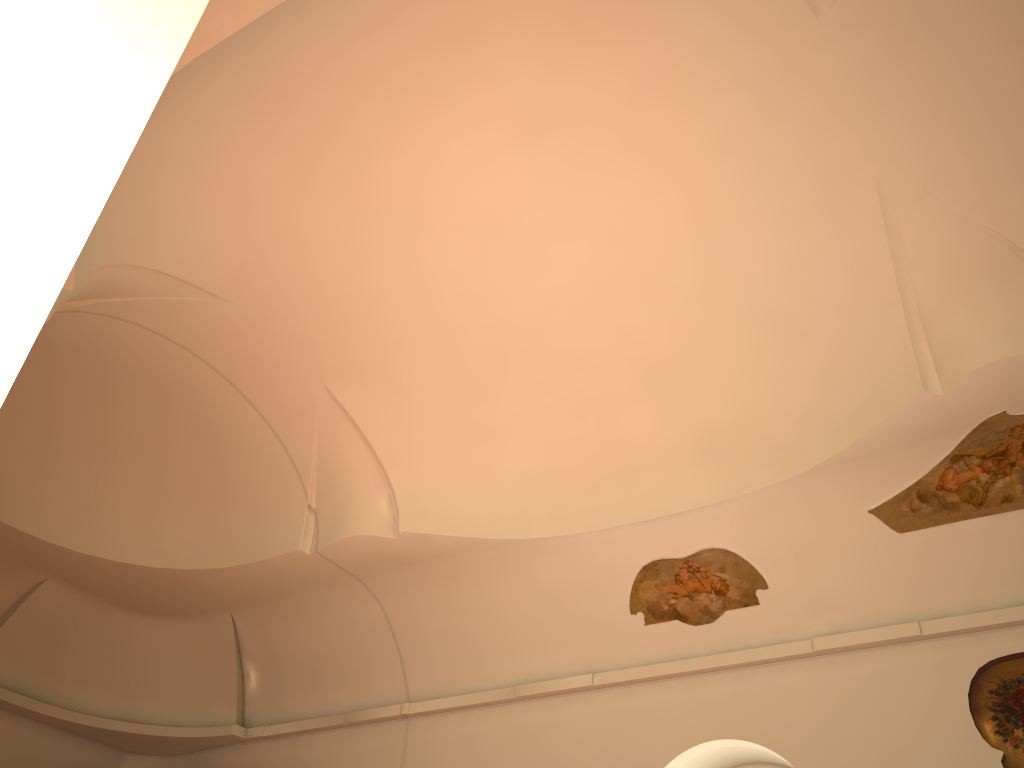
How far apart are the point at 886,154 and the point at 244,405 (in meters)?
8.15
